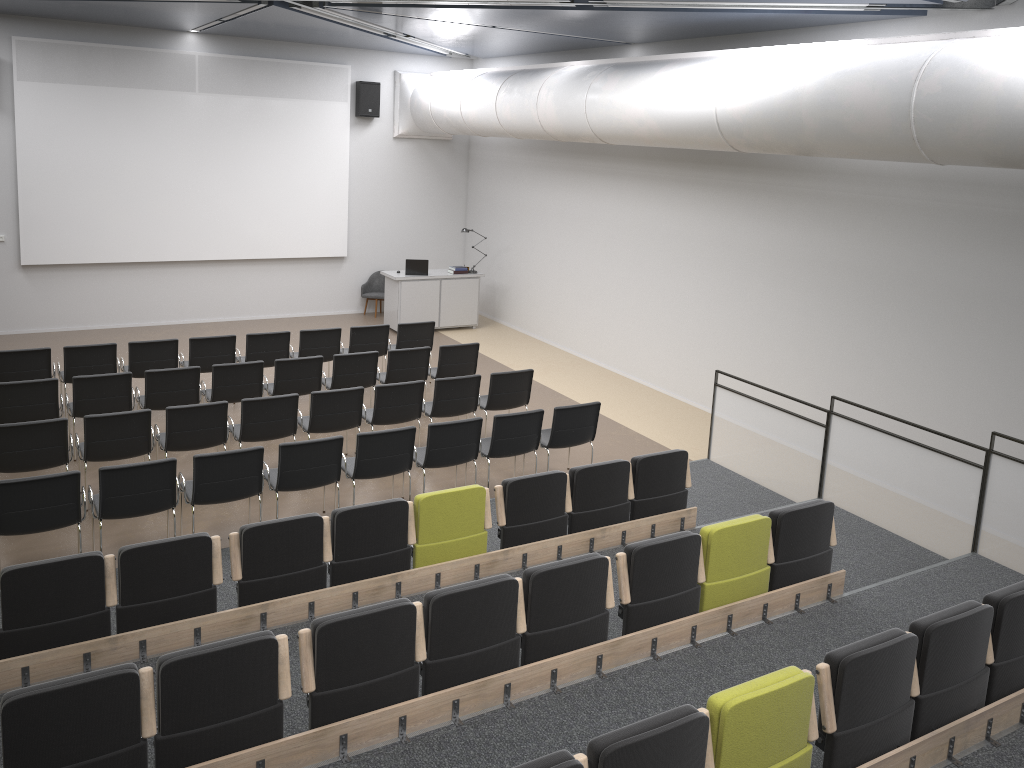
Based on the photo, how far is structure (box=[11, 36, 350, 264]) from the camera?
13.2 meters

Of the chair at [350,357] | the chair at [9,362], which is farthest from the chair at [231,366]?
the chair at [9,362]

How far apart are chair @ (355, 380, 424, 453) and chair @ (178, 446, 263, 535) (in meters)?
1.95

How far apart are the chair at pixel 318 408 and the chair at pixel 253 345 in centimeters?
216cm

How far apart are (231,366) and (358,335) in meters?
2.3 m

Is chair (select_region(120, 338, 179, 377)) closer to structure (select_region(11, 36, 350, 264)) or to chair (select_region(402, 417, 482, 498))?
chair (select_region(402, 417, 482, 498))

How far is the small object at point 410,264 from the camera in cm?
1495

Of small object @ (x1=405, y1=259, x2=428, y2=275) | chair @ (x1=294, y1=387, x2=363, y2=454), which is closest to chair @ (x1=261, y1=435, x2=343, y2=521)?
chair @ (x1=294, y1=387, x2=363, y2=454)

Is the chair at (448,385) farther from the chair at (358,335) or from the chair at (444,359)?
the chair at (358,335)

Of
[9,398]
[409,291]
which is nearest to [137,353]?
[9,398]
